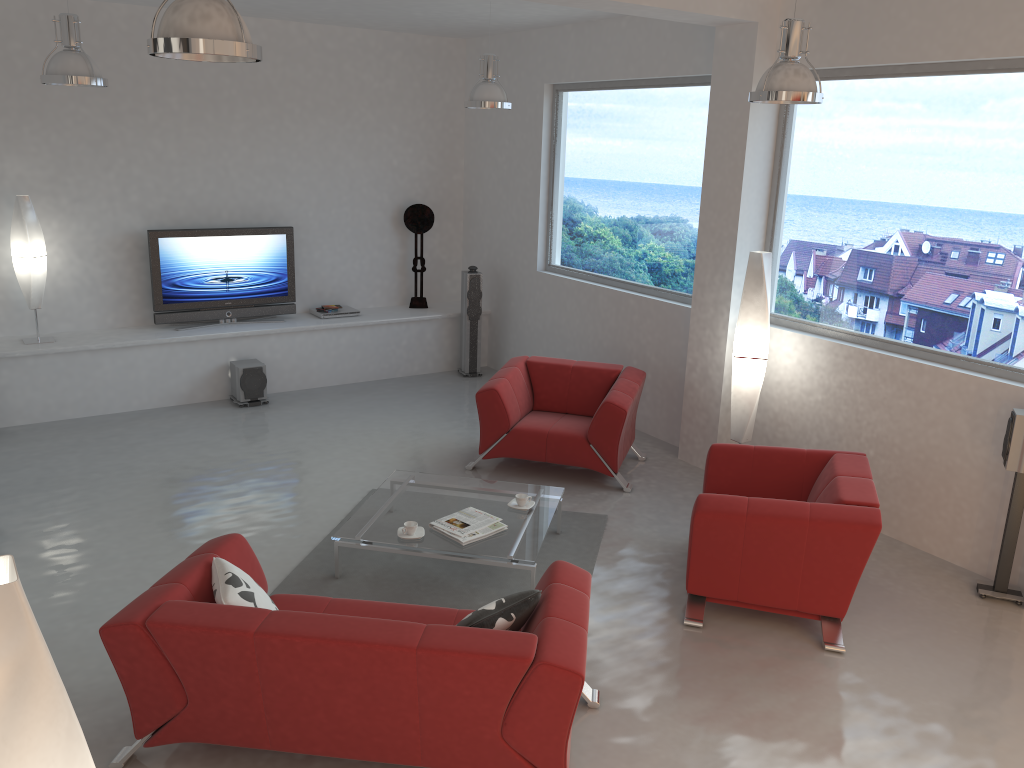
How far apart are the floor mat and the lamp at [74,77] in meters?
3.1

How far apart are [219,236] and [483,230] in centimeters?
281cm

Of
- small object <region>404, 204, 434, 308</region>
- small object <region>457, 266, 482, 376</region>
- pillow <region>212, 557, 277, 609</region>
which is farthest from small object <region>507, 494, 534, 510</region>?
small object <region>404, 204, 434, 308</region>

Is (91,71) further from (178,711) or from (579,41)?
(579,41)

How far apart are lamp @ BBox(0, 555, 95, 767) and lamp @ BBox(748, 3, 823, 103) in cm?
416

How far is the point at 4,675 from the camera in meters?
1.4 m

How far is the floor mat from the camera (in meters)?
4.93

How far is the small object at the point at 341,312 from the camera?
9.12m

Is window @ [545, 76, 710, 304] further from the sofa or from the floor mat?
the sofa

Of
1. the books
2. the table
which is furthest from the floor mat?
the books
